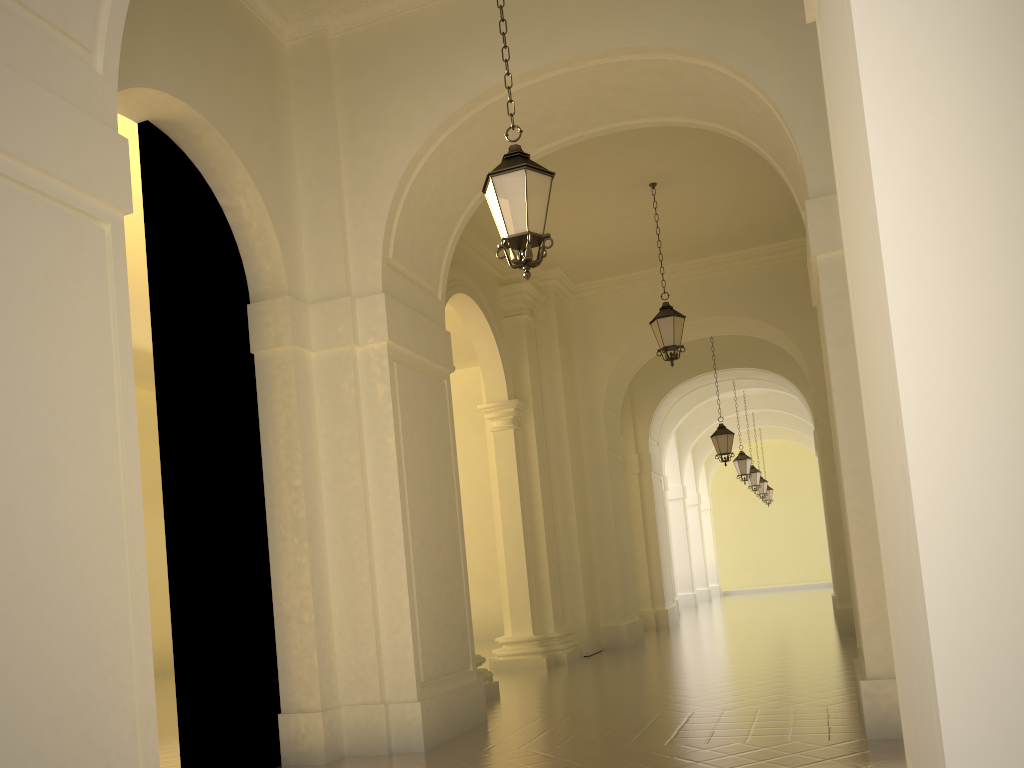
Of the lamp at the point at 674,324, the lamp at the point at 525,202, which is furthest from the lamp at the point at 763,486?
the lamp at the point at 525,202

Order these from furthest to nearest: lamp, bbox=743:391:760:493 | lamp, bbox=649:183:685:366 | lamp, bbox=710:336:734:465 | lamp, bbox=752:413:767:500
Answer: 1. lamp, bbox=752:413:767:500
2. lamp, bbox=743:391:760:493
3. lamp, bbox=710:336:734:465
4. lamp, bbox=649:183:685:366

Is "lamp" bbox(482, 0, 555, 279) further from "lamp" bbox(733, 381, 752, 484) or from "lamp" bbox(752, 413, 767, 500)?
"lamp" bbox(752, 413, 767, 500)

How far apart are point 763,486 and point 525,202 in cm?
2572

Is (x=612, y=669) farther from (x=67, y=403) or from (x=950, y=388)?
(x=950, y=388)

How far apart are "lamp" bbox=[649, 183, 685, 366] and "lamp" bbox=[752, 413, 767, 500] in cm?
1901

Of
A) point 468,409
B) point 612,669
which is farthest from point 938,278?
point 468,409

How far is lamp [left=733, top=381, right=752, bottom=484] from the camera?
22.44m

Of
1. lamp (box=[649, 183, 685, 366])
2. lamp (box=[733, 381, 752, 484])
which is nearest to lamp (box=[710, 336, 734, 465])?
lamp (box=[733, 381, 752, 484])

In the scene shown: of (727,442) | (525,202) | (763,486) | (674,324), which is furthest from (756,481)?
(525,202)
